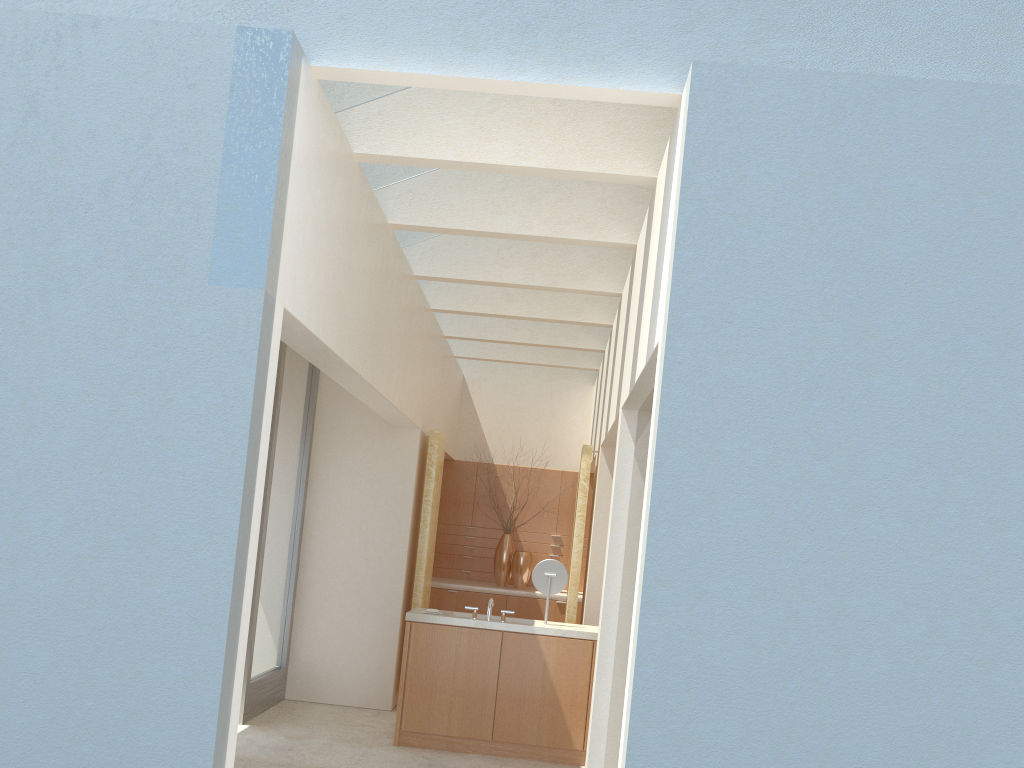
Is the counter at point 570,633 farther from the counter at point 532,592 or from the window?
the counter at point 532,592

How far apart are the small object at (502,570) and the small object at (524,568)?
0.3m

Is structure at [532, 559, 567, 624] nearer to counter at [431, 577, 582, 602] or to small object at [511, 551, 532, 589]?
counter at [431, 577, 582, 602]

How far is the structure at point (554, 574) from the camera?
15.1 meters

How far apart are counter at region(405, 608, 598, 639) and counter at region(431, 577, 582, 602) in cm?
570

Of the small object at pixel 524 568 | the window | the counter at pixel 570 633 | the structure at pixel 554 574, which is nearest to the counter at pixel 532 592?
the small object at pixel 524 568

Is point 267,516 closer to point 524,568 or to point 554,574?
point 554,574

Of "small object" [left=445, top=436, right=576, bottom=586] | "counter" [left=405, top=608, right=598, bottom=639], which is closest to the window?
"counter" [left=405, top=608, right=598, bottom=639]

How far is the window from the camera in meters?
15.4

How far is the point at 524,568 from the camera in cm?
2198
